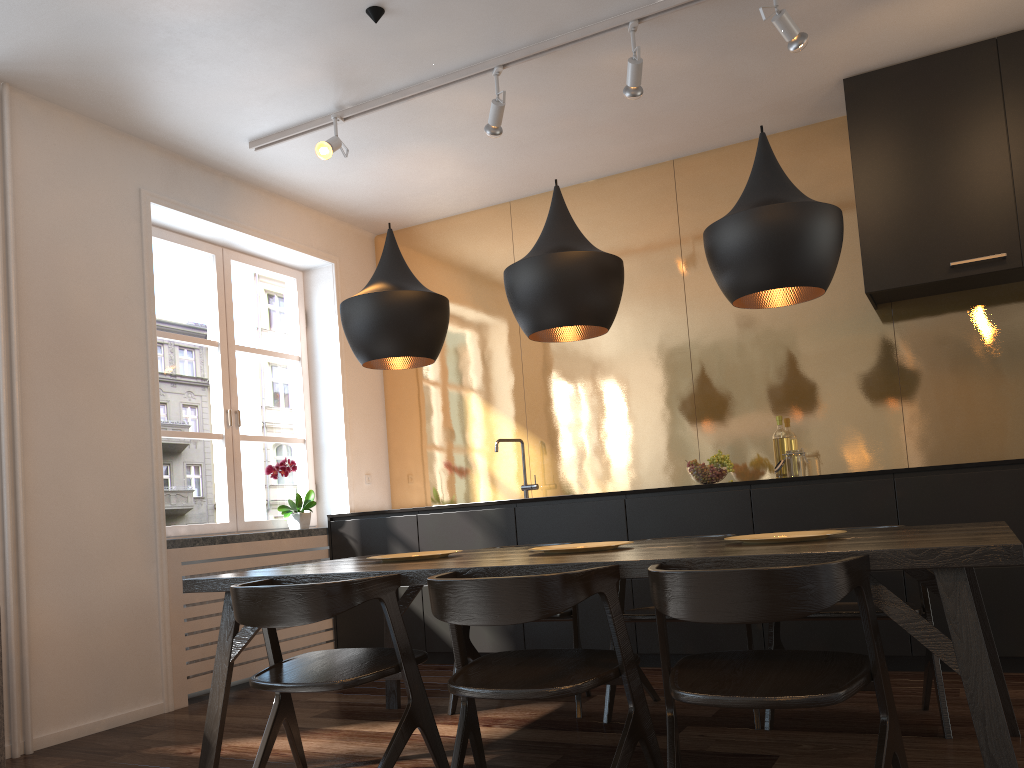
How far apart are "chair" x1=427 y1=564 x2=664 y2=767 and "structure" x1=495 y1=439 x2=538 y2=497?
2.7 meters

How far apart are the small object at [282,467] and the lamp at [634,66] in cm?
280

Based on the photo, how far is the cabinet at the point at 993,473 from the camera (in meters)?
3.70

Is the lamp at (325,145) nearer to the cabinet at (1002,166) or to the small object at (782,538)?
the cabinet at (1002,166)

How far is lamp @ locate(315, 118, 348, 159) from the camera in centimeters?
413cm

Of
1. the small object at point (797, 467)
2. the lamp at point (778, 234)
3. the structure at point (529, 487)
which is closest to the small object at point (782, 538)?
the lamp at point (778, 234)

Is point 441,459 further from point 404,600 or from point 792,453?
point 792,453

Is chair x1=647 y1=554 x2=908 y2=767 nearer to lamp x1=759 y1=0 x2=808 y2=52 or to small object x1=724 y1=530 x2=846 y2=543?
small object x1=724 y1=530 x2=846 y2=543

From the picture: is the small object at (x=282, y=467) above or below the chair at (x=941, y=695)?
above

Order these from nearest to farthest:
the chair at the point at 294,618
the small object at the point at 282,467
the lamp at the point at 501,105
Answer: the chair at the point at 294,618
the lamp at the point at 501,105
the small object at the point at 282,467
